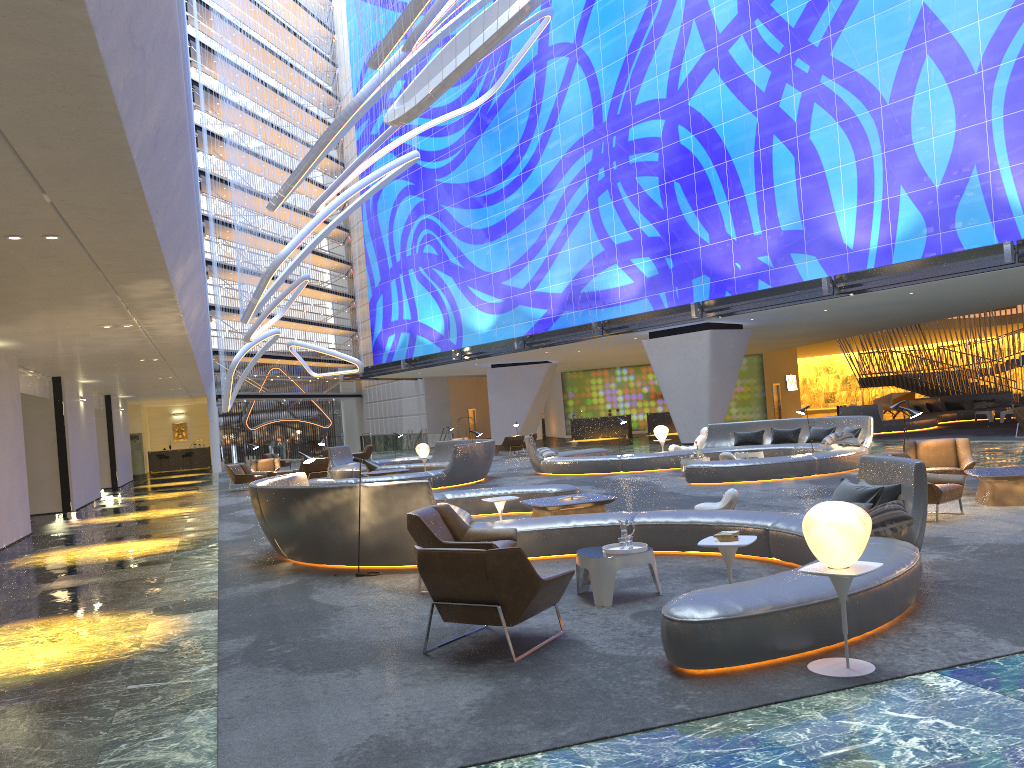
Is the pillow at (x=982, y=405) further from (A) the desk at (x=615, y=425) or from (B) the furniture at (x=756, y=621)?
(B) the furniture at (x=756, y=621)

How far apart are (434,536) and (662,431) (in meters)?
15.85

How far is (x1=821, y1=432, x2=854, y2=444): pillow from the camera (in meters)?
18.98

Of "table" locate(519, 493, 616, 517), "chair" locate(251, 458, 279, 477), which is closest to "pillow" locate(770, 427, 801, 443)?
"table" locate(519, 493, 616, 517)

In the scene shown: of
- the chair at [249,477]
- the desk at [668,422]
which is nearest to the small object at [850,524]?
the chair at [249,477]

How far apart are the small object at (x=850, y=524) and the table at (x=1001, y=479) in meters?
7.1 m

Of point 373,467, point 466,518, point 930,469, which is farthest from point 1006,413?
point 373,467

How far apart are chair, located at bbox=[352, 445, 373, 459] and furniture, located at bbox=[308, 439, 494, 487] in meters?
7.1

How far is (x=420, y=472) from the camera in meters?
20.4

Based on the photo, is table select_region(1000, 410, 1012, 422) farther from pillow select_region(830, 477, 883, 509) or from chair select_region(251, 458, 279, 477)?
pillow select_region(830, 477, 883, 509)
